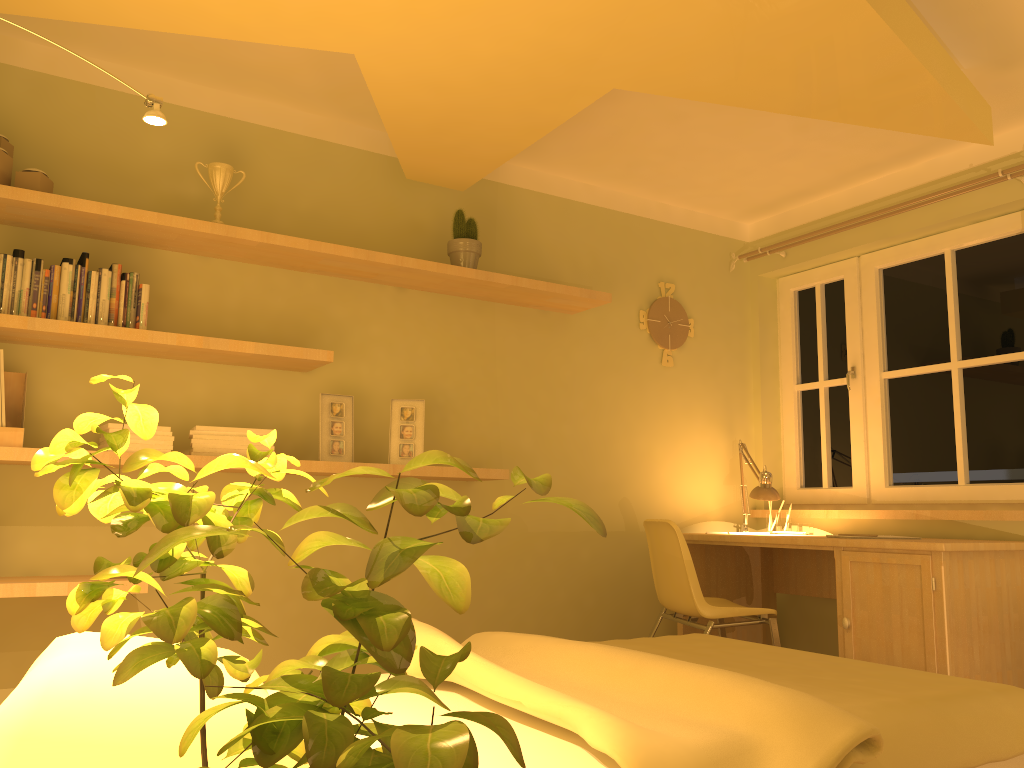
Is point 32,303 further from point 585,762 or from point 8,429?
point 585,762

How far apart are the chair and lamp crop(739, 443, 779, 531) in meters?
0.5

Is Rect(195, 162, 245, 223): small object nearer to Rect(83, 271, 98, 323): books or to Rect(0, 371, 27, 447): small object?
Rect(83, 271, 98, 323): books

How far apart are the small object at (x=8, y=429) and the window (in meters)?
3.56

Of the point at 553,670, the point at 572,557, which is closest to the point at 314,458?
the point at 572,557

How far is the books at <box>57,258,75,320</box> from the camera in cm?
282

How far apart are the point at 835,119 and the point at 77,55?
2.4m

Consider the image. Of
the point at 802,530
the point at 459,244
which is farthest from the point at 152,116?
the point at 802,530

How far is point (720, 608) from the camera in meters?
3.5 m

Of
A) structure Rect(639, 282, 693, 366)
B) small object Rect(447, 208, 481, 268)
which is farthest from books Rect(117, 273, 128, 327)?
structure Rect(639, 282, 693, 366)
